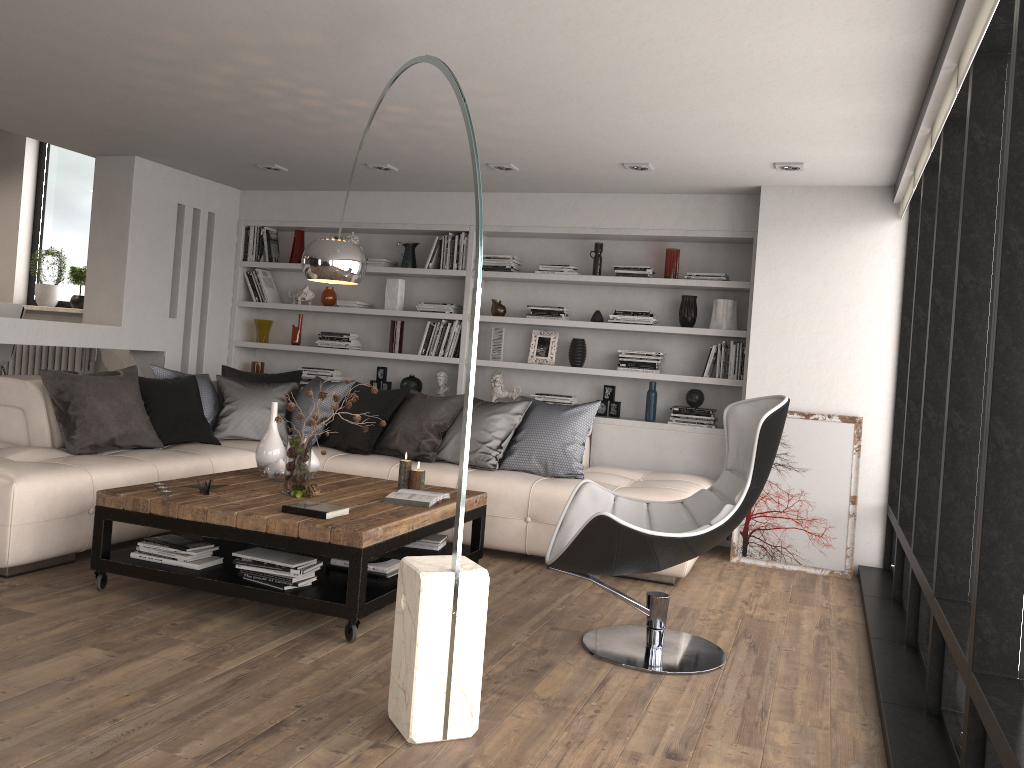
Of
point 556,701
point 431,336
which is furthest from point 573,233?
point 556,701

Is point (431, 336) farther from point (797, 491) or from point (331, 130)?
point (797, 491)

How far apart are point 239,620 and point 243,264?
4.4m

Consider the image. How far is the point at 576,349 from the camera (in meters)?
6.61

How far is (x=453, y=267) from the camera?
6.9 meters

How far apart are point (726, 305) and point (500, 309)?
1.7 meters

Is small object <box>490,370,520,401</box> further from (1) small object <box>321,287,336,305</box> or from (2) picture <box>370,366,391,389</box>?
(1) small object <box>321,287,336,305</box>

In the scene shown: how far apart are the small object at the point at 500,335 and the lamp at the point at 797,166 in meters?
2.5 m

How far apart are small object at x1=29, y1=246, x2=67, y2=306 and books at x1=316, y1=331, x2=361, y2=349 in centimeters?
289cm

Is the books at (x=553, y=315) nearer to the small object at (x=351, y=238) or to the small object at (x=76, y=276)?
the small object at (x=351, y=238)
